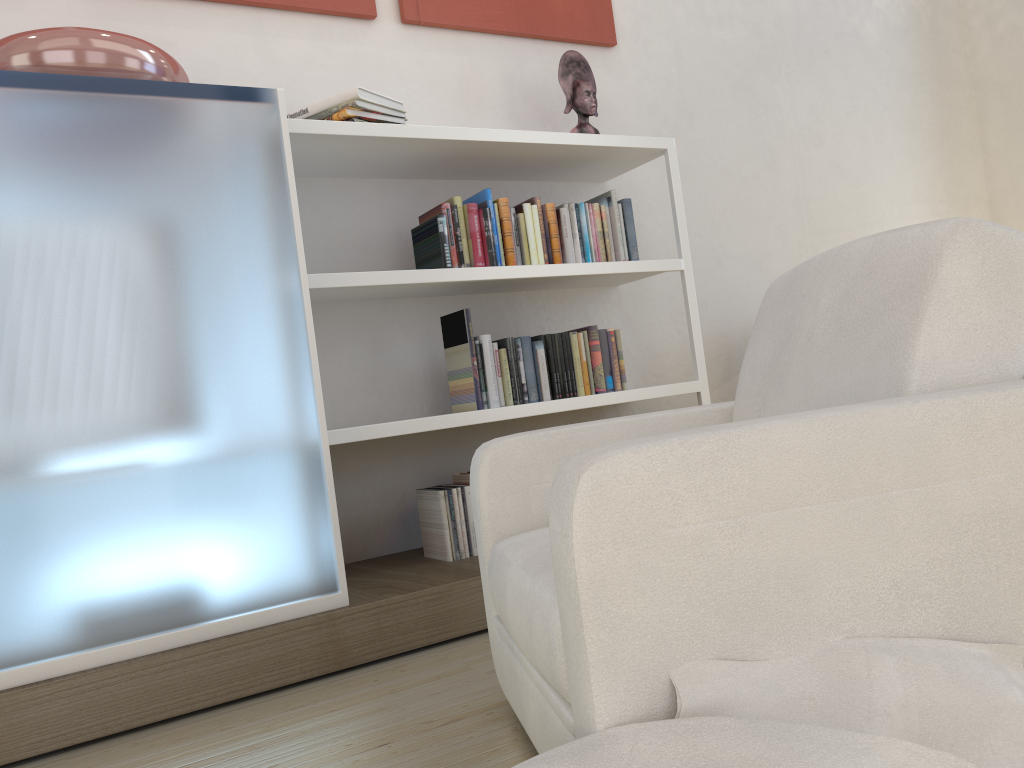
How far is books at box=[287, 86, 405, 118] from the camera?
2.79m

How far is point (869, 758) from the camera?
0.94m

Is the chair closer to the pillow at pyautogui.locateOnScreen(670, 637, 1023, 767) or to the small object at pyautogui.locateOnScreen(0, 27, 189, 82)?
the pillow at pyautogui.locateOnScreen(670, 637, 1023, 767)

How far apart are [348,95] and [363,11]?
0.6 meters

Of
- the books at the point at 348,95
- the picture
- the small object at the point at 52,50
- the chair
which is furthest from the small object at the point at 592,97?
the chair

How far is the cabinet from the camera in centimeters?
202cm

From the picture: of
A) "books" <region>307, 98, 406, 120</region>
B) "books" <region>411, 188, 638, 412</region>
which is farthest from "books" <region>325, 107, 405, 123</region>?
"books" <region>411, 188, 638, 412</region>

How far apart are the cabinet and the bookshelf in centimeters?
24cm

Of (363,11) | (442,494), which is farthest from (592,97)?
(442,494)

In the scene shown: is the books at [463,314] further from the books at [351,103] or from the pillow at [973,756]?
the pillow at [973,756]
